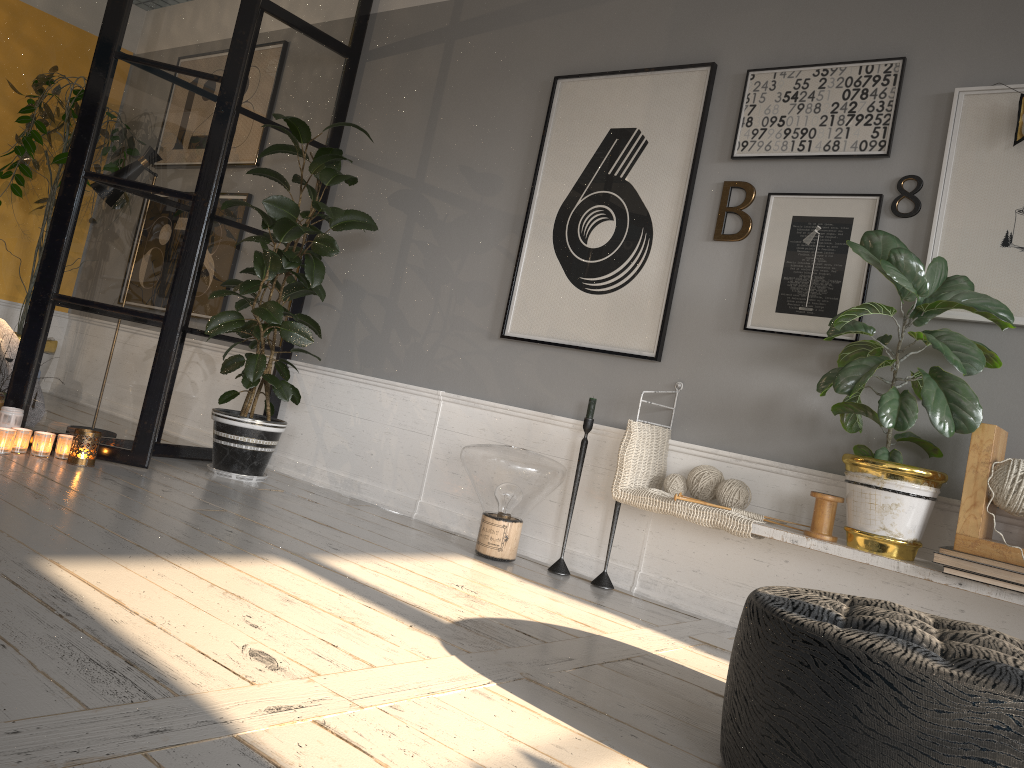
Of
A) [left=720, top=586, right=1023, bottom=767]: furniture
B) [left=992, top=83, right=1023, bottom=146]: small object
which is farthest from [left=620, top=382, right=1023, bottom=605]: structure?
[left=992, top=83, right=1023, bottom=146]: small object

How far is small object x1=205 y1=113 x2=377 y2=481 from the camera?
3.90m

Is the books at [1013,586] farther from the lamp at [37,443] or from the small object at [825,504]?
the lamp at [37,443]

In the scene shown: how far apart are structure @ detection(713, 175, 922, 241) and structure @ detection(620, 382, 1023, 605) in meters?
1.1 m

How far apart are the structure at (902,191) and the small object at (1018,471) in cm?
81

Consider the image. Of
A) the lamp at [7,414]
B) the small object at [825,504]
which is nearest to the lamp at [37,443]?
the lamp at [7,414]

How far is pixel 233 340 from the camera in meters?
4.6

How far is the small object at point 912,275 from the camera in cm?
252

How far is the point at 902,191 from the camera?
3.0m

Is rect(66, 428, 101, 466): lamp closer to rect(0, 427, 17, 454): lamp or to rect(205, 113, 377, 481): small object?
rect(0, 427, 17, 454): lamp
